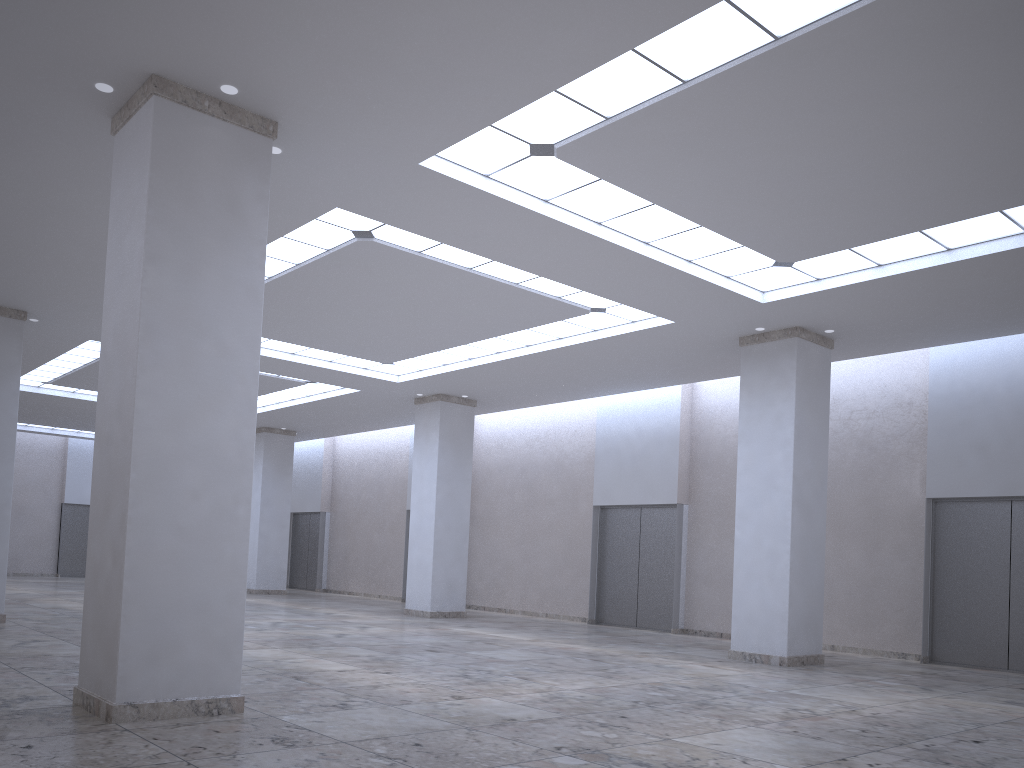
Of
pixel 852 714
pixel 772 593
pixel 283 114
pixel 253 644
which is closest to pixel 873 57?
pixel 283 114
